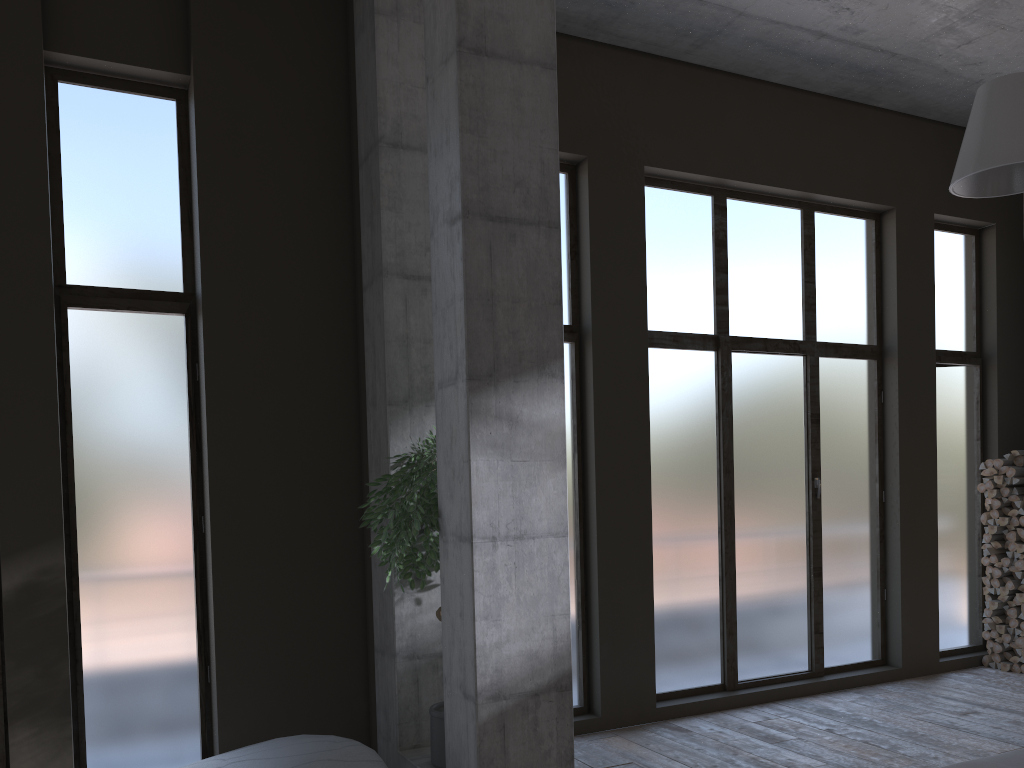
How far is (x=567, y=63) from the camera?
6.74m

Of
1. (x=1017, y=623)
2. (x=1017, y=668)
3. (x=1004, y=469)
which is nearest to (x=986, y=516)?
(x=1004, y=469)

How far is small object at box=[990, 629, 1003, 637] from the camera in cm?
814

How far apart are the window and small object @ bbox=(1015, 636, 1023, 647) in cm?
56

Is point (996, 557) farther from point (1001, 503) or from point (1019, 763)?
point (1019, 763)

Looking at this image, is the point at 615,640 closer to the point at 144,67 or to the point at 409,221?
the point at 409,221

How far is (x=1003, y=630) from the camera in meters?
8.0 m

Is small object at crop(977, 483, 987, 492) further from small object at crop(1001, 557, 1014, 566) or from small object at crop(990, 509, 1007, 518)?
small object at crop(1001, 557, 1014, 566)

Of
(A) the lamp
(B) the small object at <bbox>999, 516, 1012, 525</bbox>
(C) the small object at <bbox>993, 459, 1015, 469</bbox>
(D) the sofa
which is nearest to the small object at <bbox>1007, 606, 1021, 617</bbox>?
(B) the small object at <bbox>999, 516, 1012, 525</bbox>

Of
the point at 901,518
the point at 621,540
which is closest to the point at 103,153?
the point at 621,540
